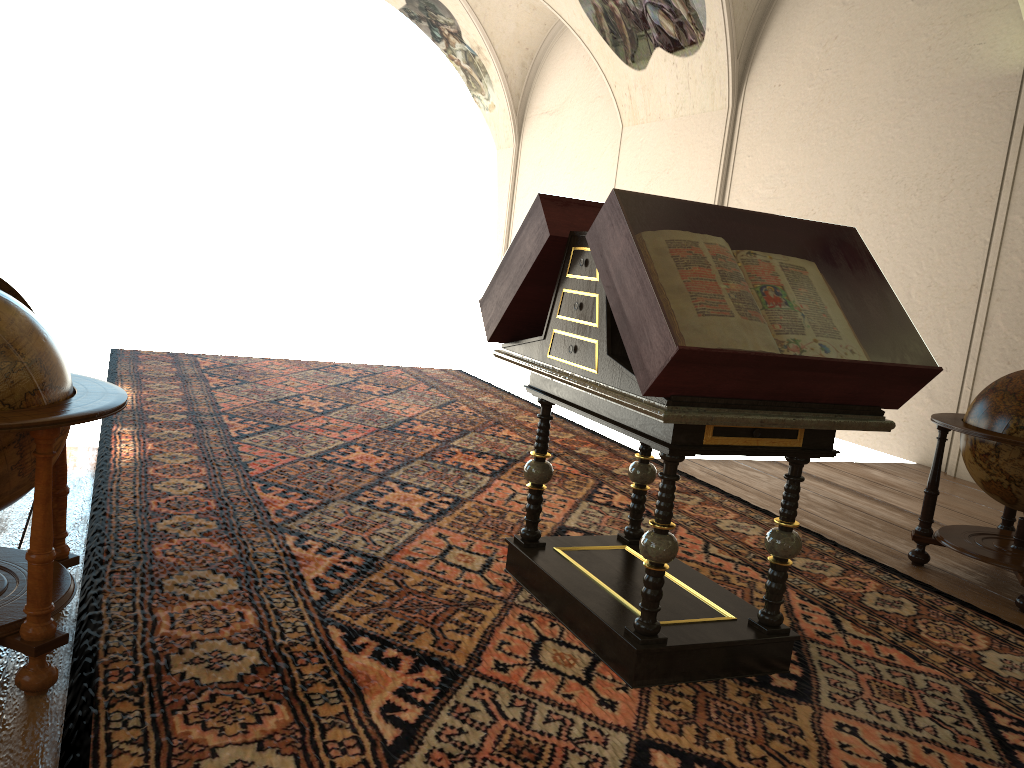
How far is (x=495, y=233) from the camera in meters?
20.7 m

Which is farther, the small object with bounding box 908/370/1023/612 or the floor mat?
the small object with bounding box 908/370/1023/612

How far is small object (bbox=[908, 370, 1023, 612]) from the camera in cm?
520

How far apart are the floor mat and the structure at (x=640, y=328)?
0.0m

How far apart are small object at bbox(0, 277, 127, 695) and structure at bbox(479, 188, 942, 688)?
1.77m

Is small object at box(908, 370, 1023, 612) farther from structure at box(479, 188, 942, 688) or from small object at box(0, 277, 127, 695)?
small object at box(0, 277, 127, 695)

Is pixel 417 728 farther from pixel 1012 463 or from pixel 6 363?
pixel 1012 463

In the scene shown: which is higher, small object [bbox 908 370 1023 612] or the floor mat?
small object [bbox 908 370 1023 612]

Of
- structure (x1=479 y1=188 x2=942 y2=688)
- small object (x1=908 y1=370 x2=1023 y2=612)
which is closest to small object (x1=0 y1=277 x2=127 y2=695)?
structure (x1=479 y1=188 x2=942 y2=688)

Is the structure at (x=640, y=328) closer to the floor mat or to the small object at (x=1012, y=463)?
the floor mat
